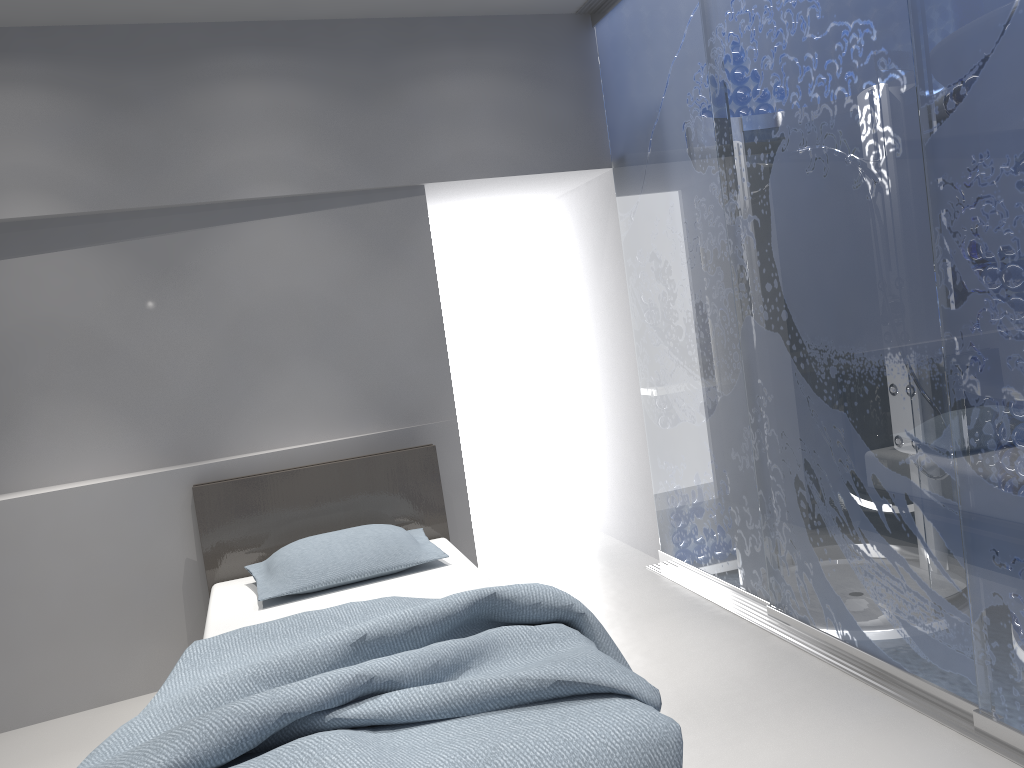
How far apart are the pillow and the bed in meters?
0.0 m

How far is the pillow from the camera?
3.2 meters

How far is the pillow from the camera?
3.2 meters

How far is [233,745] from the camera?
1.8m

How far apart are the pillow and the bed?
0.03m

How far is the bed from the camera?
1.8 meters

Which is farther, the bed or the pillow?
the pillow
